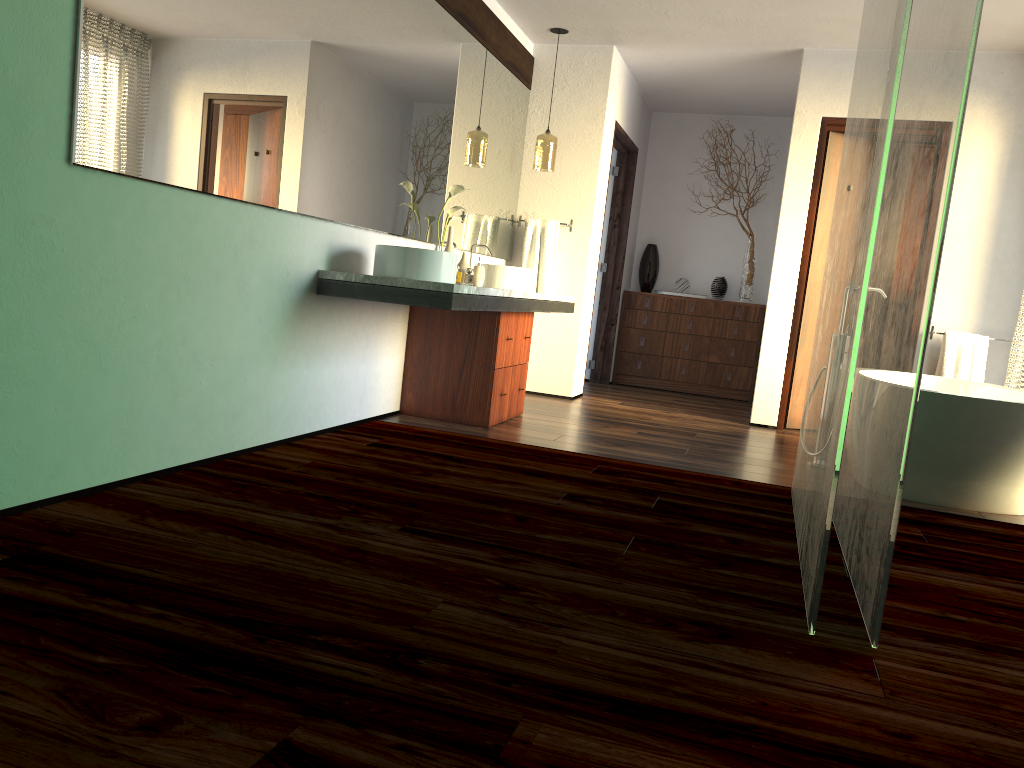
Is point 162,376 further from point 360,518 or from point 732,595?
point 732,595

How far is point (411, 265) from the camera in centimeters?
362cm

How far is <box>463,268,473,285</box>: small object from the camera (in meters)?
16.25

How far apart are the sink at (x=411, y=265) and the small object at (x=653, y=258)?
4.12m

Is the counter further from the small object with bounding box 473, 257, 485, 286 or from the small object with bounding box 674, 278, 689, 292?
the small object with bounding box 674, 278, 689, 292

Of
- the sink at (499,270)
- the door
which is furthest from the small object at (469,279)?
the sink at (499,270)

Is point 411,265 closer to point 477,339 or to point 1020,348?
point 477,339

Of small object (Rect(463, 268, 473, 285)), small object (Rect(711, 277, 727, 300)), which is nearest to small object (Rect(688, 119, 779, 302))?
small object (Rect(711, 277, 727, 300))

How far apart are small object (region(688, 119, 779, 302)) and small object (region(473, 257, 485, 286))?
3.30m

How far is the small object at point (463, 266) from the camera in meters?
4.6 m
